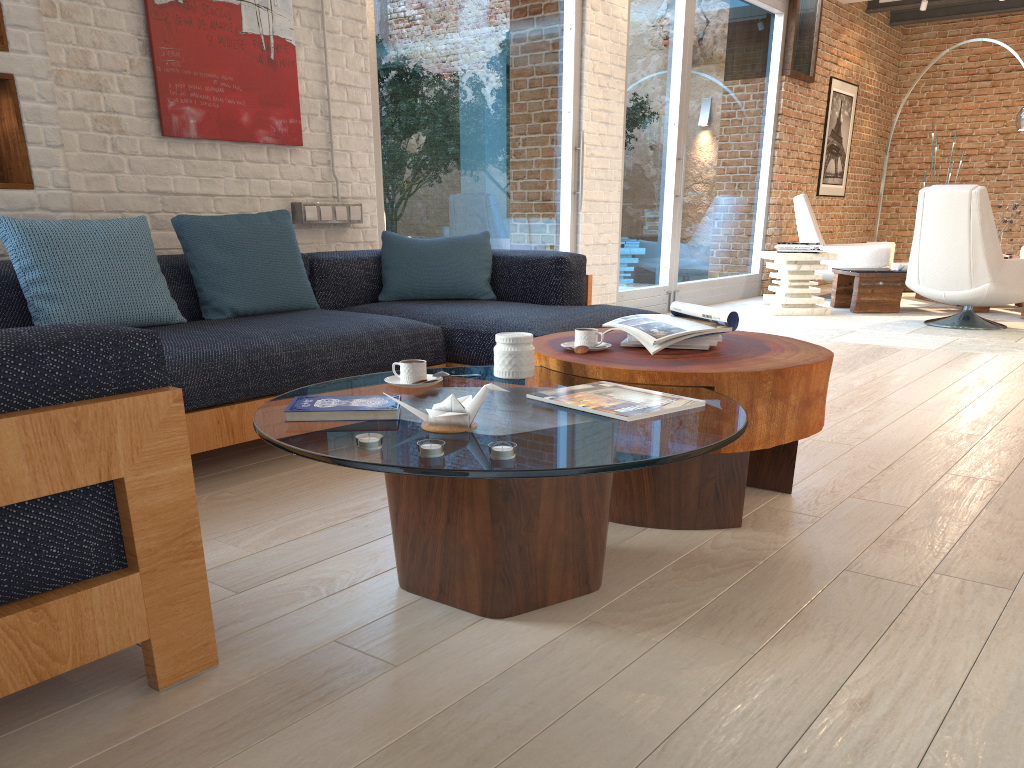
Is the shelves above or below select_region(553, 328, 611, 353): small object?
above

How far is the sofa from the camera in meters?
1.3 m

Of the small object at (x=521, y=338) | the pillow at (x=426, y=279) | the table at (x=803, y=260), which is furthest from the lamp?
the small object at (x=521, y=338)

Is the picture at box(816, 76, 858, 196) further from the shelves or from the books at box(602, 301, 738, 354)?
the shelves

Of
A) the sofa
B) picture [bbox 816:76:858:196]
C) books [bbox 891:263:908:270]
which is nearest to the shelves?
the sofa

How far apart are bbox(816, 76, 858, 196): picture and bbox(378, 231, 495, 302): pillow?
6.9m

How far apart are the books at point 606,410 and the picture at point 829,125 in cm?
896

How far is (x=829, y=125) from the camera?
10.1m

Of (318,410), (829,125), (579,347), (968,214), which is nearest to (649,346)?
(579,347)

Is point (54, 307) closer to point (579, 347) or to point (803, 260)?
point (579, 347)
